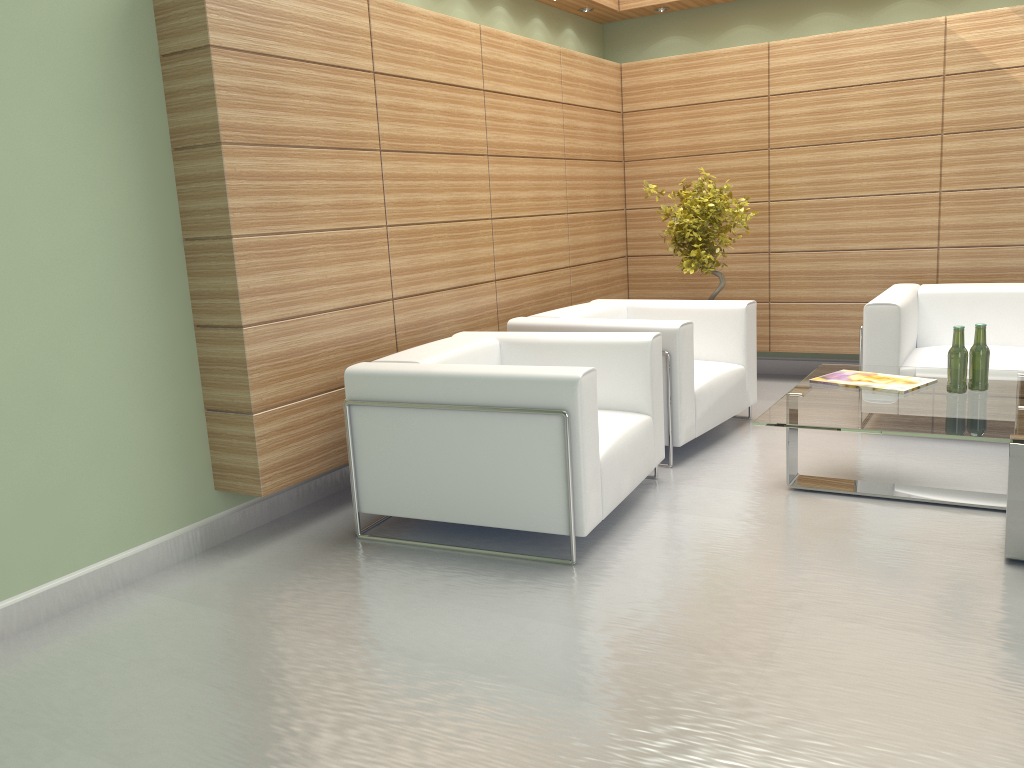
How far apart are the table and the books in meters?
0.1

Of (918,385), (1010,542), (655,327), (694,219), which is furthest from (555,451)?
(694,219)

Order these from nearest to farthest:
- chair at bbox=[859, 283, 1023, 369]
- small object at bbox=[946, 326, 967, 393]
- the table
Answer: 1. the table
2. small object at bbox=[946, 326, 967, 393]
3. chair at bbox=[859, 283, 1023, 369]

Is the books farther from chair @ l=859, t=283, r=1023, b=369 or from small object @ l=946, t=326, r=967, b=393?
chair @ l=859, t=283, r=1023, b=369

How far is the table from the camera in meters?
Result: 5.2

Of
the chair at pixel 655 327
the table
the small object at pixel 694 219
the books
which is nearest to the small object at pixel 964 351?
the table

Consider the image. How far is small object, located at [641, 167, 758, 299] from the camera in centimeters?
930cm

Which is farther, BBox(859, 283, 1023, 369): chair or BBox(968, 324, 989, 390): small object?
BBox(859, 283, 1023, 369): chair

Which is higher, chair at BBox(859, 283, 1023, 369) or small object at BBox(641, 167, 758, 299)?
small object at BBox(641, 167, 758, 299)

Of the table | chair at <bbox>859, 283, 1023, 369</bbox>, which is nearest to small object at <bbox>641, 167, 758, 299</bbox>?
chair at <bbox>859, 283, 1023, 369</bbox>
